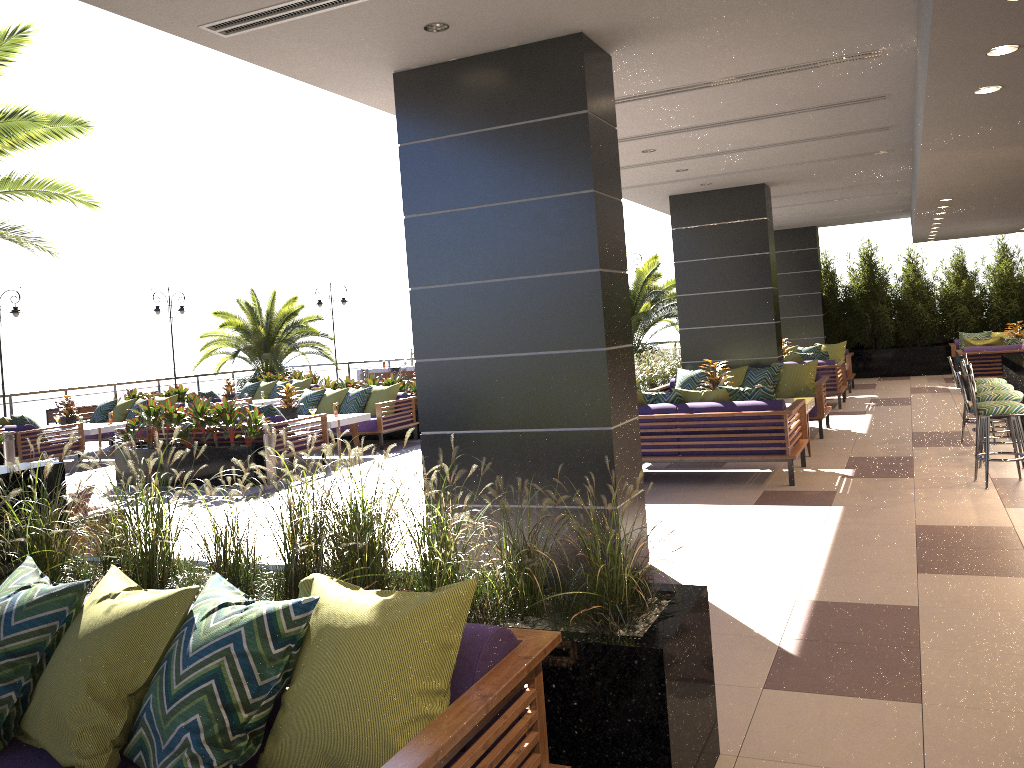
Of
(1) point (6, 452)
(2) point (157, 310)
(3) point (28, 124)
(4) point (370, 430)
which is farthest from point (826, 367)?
(2) point (157, 310)

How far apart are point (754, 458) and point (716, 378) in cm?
211

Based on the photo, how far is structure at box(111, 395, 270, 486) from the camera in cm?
1035

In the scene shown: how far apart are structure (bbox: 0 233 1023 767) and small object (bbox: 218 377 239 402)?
8.8 meters

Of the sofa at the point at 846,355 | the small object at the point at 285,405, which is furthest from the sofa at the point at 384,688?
the sofa at the point at 846,355

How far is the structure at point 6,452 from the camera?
12.2 meters

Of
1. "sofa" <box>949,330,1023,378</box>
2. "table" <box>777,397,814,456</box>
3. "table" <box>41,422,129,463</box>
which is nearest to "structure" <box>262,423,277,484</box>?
"table" <box>41,422,129,463</box>

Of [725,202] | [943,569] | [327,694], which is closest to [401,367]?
[725,202]

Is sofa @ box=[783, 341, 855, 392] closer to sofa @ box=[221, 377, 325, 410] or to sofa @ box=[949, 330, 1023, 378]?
sofa @ box=[949, 330, 1023, 378]

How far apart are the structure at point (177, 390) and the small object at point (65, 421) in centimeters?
171cm
